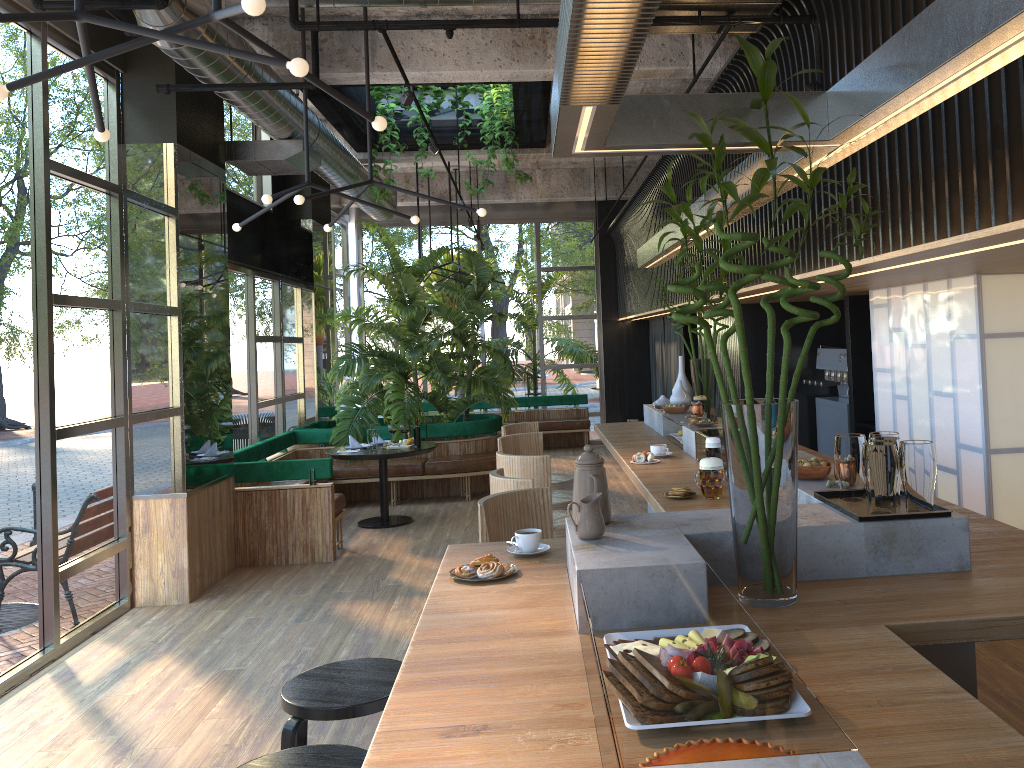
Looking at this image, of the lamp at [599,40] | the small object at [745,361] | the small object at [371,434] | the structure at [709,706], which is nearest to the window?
the small object at [371,434]

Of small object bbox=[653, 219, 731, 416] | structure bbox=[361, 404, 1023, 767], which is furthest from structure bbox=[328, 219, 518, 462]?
small object bbox=[653, 219, 731, 416]

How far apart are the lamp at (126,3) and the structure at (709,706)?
1.8 meters

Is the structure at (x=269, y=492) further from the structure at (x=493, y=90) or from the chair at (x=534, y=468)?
the chair at (x=534, y=468)

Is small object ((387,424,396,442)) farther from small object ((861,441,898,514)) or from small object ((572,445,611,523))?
small object ((861,441,898,514))

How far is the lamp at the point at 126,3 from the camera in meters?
4.0 m

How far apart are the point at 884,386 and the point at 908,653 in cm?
472

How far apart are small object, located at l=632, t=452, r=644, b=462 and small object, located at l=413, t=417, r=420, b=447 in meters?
1.2 m

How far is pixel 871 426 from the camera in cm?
722

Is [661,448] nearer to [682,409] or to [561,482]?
[682,409]
